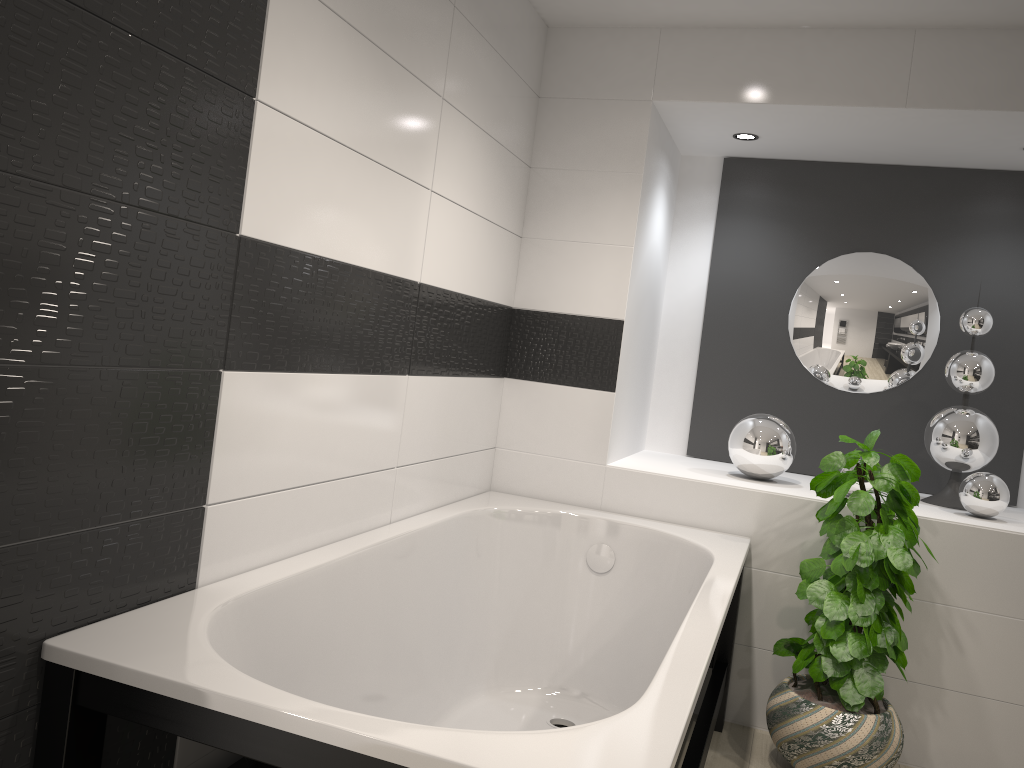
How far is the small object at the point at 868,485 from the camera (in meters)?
3.27

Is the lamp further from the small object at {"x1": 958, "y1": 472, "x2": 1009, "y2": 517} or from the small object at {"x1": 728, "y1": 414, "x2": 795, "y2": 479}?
the small object at {"x1": 958, "y1": 472, "x2": 1009, "y2": 517}

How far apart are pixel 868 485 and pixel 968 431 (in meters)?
0.46

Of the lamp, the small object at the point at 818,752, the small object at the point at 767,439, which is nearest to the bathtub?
the small object at the point at 818,752

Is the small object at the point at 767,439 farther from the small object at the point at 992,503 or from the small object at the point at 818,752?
the small object at the point at 992,503

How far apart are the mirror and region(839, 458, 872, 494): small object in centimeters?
64cm

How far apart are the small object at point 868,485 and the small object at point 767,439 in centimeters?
27cm

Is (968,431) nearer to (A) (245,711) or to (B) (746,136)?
(B) (746,136)

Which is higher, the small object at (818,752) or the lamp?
the lamp

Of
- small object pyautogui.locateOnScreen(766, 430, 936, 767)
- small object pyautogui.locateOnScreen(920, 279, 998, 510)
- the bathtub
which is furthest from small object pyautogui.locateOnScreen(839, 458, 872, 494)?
the bathtub
